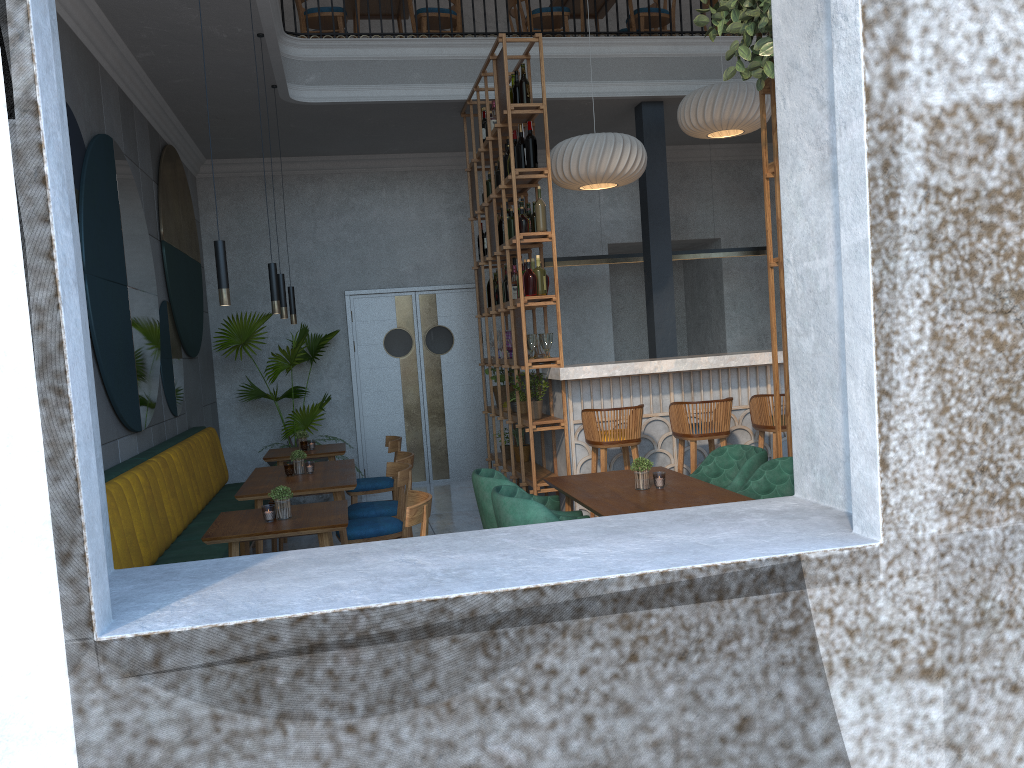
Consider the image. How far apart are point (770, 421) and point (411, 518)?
2.9m

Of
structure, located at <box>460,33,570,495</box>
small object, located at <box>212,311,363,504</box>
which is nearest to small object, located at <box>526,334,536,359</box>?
structure, located at <box>460,33,570,495</box>

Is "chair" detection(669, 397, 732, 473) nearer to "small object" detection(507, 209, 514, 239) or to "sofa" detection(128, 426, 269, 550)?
"small object" detection(507, 209, 514, 239)

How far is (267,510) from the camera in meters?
3.9 m

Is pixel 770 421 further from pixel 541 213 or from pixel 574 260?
pixel 574 260

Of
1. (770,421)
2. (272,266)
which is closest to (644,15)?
(770,421)

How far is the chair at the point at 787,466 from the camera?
4.1 meters

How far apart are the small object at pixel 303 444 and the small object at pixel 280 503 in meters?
0.1 m

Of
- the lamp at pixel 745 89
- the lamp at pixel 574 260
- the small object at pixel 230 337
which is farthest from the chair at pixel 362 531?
the lamp at pixel 745 89

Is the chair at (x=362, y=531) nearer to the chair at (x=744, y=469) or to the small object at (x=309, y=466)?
the small object at (x=309, y=466)
